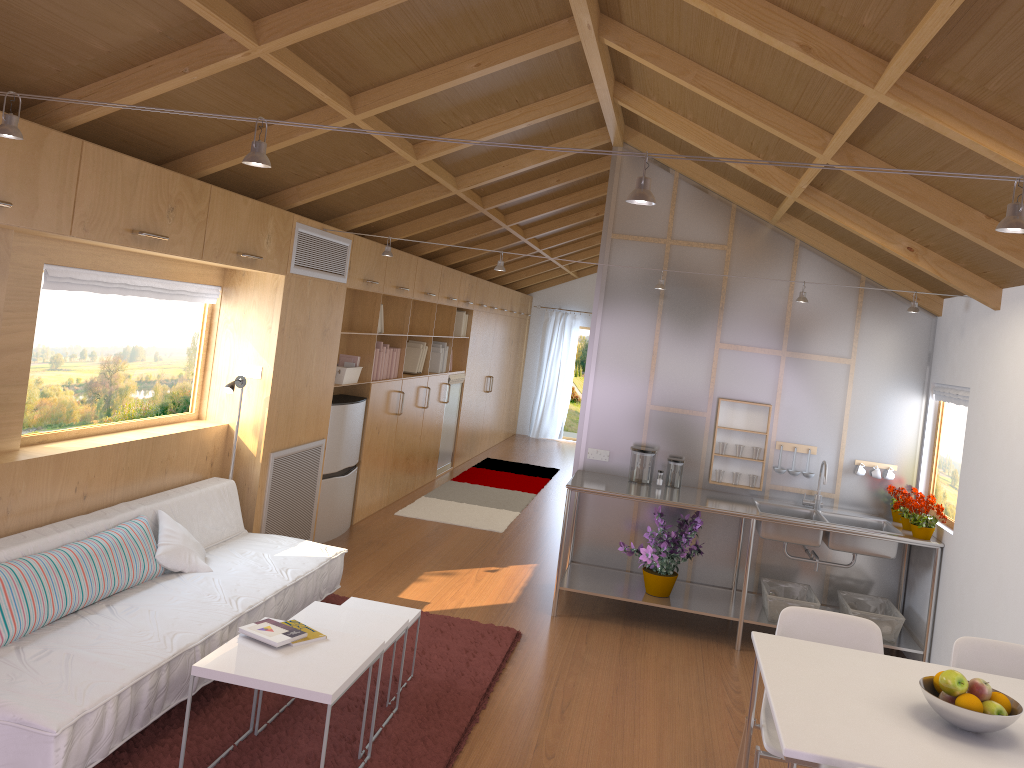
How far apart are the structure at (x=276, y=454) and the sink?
2.9m

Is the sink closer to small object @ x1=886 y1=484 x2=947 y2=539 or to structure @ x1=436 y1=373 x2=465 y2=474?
small object @ x1=886 y1=484 x2=947 y2=539

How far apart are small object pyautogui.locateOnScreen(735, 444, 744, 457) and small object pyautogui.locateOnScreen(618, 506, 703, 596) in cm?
50

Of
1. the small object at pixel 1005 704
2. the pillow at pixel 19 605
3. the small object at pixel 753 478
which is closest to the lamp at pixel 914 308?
the small object at pixel 753 478

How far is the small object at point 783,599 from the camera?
5.1 meters

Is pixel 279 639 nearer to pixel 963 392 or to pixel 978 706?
pixel 978 706

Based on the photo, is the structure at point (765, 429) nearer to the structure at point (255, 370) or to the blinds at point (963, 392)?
the blinds at point (963, 392)

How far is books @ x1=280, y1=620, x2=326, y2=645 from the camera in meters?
3.3

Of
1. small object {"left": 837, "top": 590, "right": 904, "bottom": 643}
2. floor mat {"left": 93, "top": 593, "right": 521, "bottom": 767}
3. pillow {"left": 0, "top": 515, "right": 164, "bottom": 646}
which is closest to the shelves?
small object {"left": 837, "top": 590, "right": 904, "bottom": 643}

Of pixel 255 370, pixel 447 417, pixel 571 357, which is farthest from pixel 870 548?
pixel 571 357
